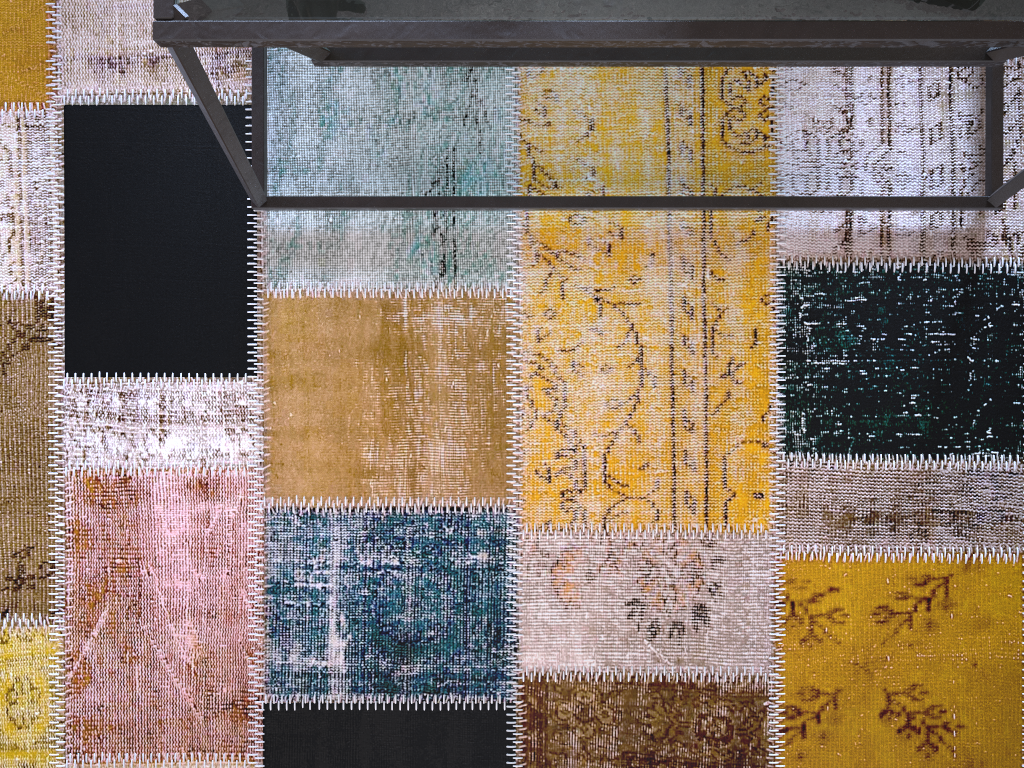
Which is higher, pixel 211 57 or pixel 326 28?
pixel 326 28

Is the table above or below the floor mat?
above

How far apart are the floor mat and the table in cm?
2

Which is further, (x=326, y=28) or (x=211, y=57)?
(x=211, y=57)

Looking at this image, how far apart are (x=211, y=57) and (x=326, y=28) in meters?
0.5 m

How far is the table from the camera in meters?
0.6

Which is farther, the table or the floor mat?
the floor mat

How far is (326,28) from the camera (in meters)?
0.62

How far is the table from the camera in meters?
0.6
